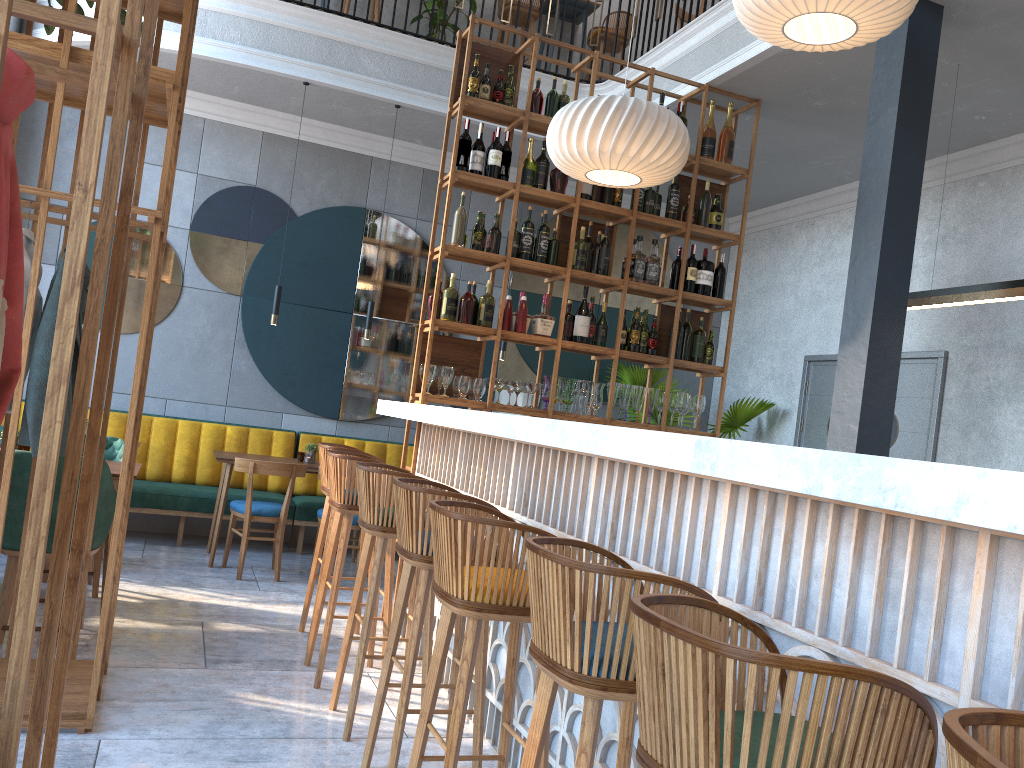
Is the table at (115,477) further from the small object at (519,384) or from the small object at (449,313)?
the small object at (519,384)

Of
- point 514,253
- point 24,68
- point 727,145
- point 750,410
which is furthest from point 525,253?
point 24,68

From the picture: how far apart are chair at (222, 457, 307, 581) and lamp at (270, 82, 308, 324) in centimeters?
116cm

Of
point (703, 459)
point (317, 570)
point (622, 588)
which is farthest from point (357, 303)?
point (703, 459)

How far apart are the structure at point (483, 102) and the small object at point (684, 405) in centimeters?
18cm

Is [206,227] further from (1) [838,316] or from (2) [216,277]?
(1) [838,316]

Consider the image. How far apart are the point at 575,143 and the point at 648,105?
0.41m

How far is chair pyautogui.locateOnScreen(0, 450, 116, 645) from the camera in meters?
3.8 m

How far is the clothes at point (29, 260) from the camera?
3.1 meters

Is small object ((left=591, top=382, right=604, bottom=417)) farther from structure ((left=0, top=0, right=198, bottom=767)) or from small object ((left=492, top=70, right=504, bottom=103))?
structure ((left=0, top=0, right=198, bottom=767))
